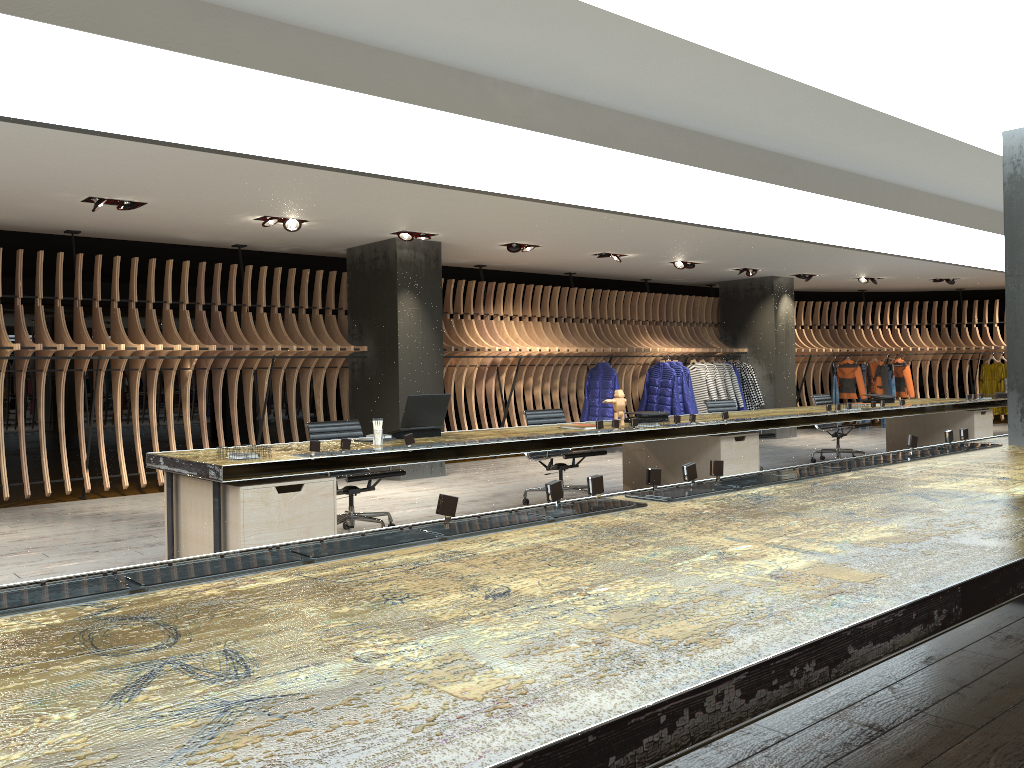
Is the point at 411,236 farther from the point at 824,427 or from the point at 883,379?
the point at 883,379

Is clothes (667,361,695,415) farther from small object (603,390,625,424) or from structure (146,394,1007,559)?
small object (603,390,625,424)

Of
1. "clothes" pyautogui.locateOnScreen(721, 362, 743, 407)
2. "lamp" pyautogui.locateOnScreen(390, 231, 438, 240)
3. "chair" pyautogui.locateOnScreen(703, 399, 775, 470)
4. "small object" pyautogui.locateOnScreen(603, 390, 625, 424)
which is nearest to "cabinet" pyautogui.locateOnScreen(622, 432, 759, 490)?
"small object" pyautogui.locateOnScreen(603, 390, 625, 424)

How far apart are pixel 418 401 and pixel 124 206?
3.6 meters

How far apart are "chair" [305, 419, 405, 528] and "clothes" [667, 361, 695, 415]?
8.0 meters

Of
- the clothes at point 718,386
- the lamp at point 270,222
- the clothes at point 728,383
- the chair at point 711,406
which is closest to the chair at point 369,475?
the lamp at point 270,222

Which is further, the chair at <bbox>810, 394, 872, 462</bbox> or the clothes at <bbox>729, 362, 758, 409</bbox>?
the clothes at <bbox>729, 362, 758, 409</bbox>

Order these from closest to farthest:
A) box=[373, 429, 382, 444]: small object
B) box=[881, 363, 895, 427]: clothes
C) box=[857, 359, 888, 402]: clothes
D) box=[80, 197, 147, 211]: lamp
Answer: box=[373, 429, 382, 444]: small object, box=[80, 197, 147, 211]: lamp, box=[857, 359, 888, 402]: clothes, box=[881, 363, 895, 427]: clothes

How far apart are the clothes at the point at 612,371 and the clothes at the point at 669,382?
1.29m

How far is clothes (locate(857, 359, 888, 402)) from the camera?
16.94m
